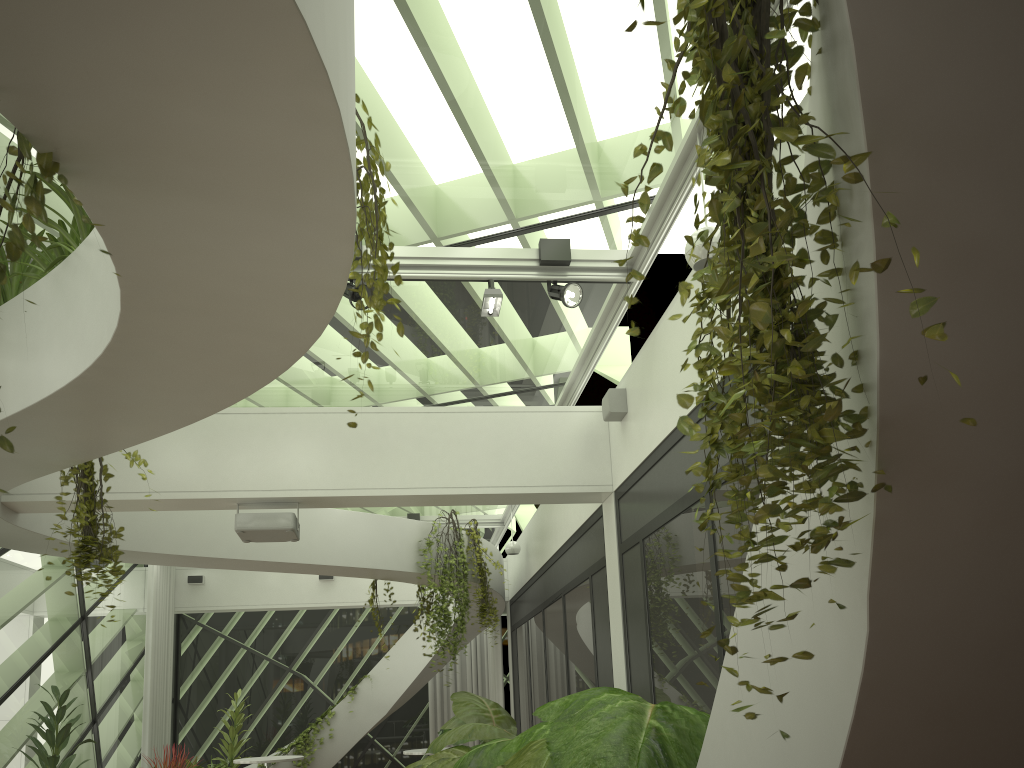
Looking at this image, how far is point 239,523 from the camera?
6.4m

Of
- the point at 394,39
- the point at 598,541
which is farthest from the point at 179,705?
the point at 394,39

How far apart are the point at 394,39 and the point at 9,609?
7.5 meters

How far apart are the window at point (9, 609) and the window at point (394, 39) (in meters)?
2.99

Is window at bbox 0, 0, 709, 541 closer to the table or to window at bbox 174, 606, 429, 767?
window at bbox 174, 606, 429, 767

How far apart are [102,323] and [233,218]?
1.40m

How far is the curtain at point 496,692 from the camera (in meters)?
13.75

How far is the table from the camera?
10.14m

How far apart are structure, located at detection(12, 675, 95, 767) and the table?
3.56m

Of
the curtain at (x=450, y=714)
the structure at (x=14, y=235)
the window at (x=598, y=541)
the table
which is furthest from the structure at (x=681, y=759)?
the curtain at (x=450, y=714)
